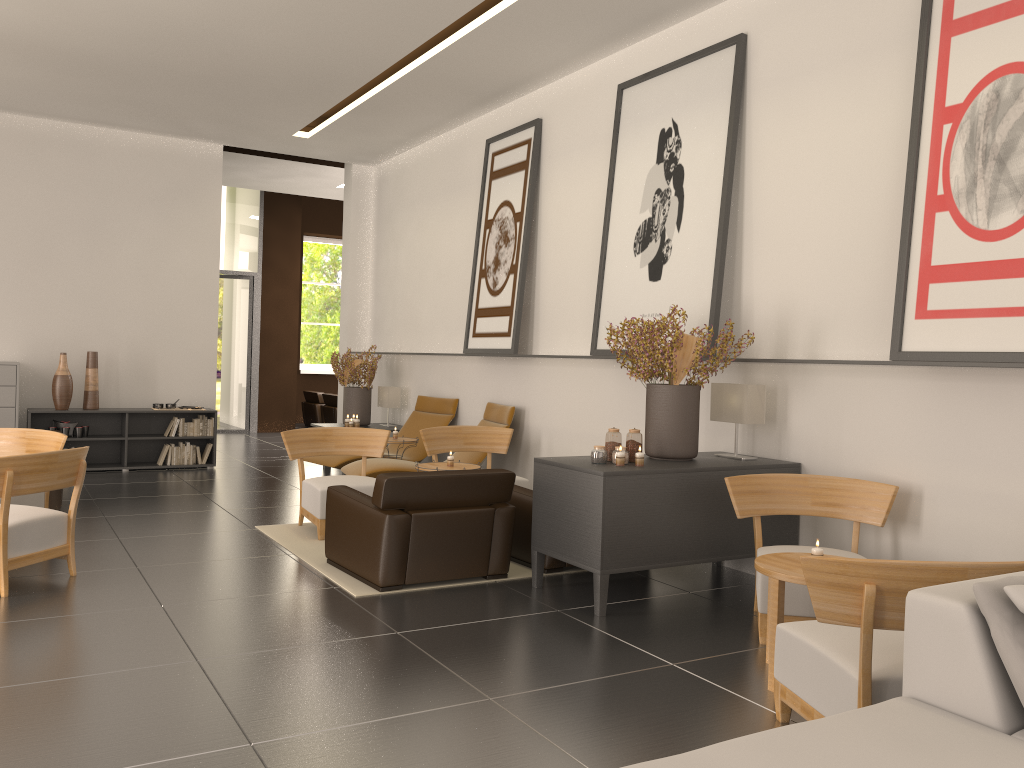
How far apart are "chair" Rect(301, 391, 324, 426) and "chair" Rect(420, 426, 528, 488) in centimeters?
1406cm

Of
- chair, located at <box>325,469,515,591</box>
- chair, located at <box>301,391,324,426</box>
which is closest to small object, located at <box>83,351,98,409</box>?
chair, located at <box>325,469,515,591</box>

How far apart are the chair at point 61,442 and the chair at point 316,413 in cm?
1553

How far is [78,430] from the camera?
15.4m

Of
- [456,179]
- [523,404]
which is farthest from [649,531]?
[456,179]

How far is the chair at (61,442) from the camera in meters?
9.7 m

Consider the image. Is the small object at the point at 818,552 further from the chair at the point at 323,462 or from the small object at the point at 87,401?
the small object at the point at 87,401

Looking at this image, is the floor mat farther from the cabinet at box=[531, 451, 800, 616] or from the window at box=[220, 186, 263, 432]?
the window at box=[220, 186, 263, 432]

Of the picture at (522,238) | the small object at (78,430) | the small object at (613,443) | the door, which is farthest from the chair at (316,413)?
the small object at (613,443)

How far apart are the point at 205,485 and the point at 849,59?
11.15m
